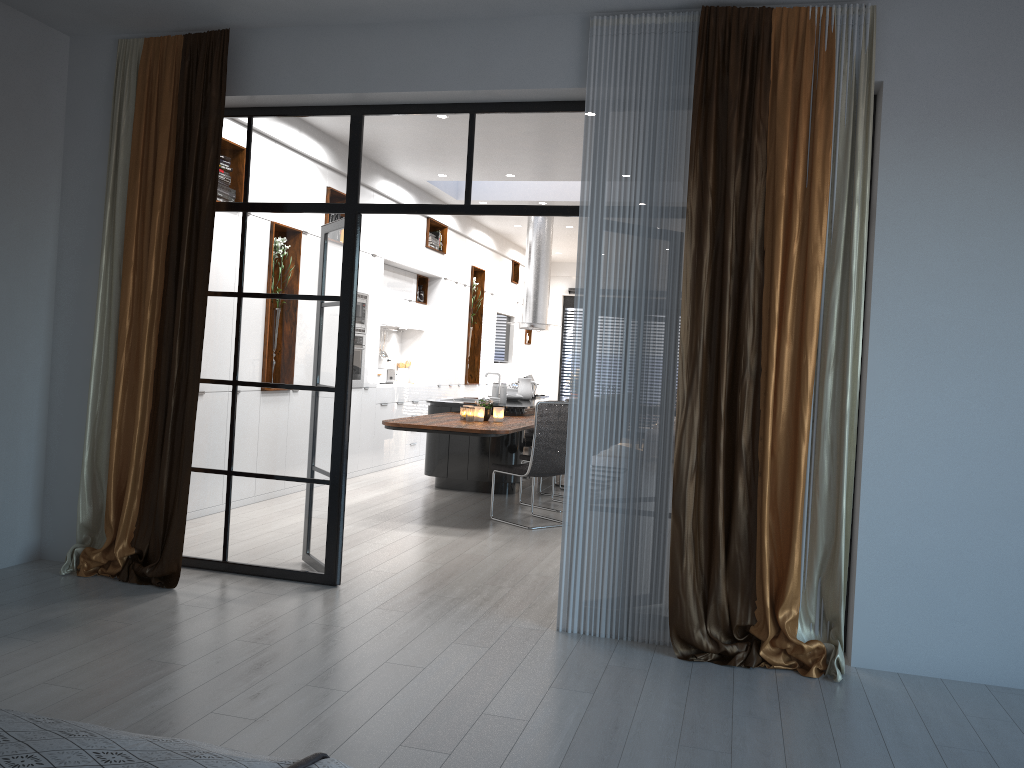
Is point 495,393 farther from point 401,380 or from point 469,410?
point 401,380

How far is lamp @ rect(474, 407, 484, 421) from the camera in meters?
7.6

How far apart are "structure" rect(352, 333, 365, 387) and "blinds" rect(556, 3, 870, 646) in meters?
4.7 m

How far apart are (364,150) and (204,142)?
0.9m

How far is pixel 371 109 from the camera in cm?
492

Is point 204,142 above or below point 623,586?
above

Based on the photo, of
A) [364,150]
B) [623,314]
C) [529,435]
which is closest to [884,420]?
[623,314]

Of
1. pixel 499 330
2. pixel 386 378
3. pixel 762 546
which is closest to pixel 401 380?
pixel 386 378

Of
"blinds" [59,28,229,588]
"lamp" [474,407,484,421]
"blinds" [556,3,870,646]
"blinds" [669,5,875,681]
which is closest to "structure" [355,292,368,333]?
"lamp" [474,407,484,421]

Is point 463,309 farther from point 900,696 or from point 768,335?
point 900,696
